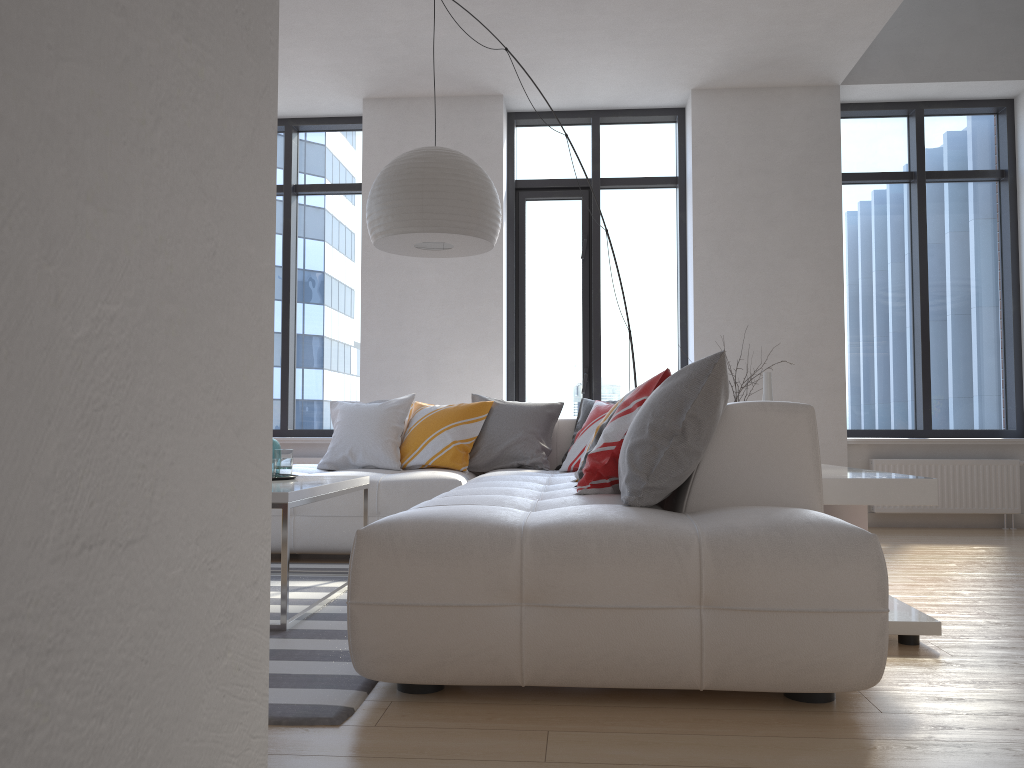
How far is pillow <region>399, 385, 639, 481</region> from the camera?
4.8 meters

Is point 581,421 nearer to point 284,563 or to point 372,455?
point 372,455

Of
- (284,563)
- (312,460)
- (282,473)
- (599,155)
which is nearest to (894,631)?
(284,563)

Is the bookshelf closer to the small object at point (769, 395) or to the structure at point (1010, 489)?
the small object at point (769, 395)

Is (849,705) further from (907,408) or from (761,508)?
(907,408)

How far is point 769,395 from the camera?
3.8 meters

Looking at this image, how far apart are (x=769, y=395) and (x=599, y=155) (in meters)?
3.20

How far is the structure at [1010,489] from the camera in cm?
585

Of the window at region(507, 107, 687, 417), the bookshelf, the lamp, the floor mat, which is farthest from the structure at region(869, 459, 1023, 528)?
the floor mat

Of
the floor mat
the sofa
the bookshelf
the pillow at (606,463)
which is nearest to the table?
the floor mat
